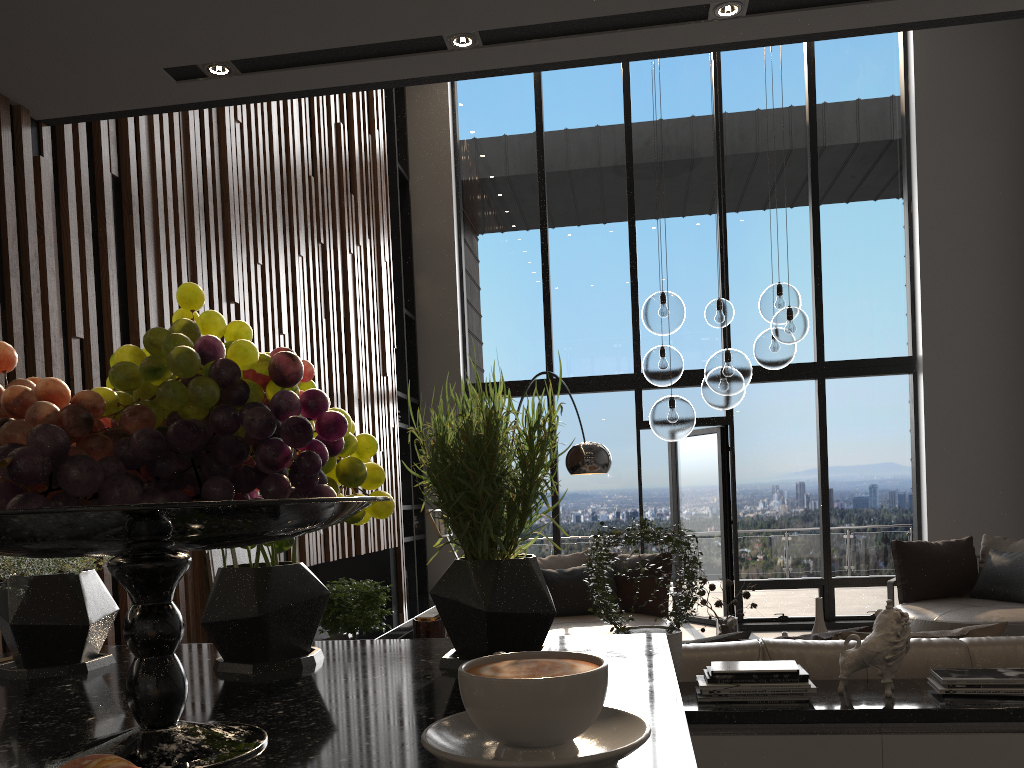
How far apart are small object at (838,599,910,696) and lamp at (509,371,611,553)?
3.27m

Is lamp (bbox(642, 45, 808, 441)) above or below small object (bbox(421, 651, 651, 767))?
above

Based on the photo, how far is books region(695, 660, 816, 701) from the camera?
2.50m

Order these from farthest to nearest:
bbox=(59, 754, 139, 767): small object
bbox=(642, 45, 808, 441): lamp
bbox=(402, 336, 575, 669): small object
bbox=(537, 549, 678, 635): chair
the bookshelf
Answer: the bookshelf < bbox=(537, 549, 678, 635): chair < bbox=(642, 45, 808, 441): lamp < bbox=(402, 336, 575, 669): small object < bbox=(59, 754, 139, 767): small object

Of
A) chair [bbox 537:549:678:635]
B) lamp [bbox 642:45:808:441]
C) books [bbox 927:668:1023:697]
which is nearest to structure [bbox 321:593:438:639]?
chair [bbox 537:549:678:635]

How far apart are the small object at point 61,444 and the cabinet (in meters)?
0.16

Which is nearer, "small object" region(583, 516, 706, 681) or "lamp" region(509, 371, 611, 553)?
"small object" region(583, 516, 706, 681)

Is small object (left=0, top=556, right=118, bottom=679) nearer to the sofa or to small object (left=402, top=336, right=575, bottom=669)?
small object (left=402, top=336, right=575, bottom=669)

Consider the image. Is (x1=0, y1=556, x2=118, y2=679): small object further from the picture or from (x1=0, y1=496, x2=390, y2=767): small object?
the picture

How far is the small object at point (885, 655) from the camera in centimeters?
252cm
